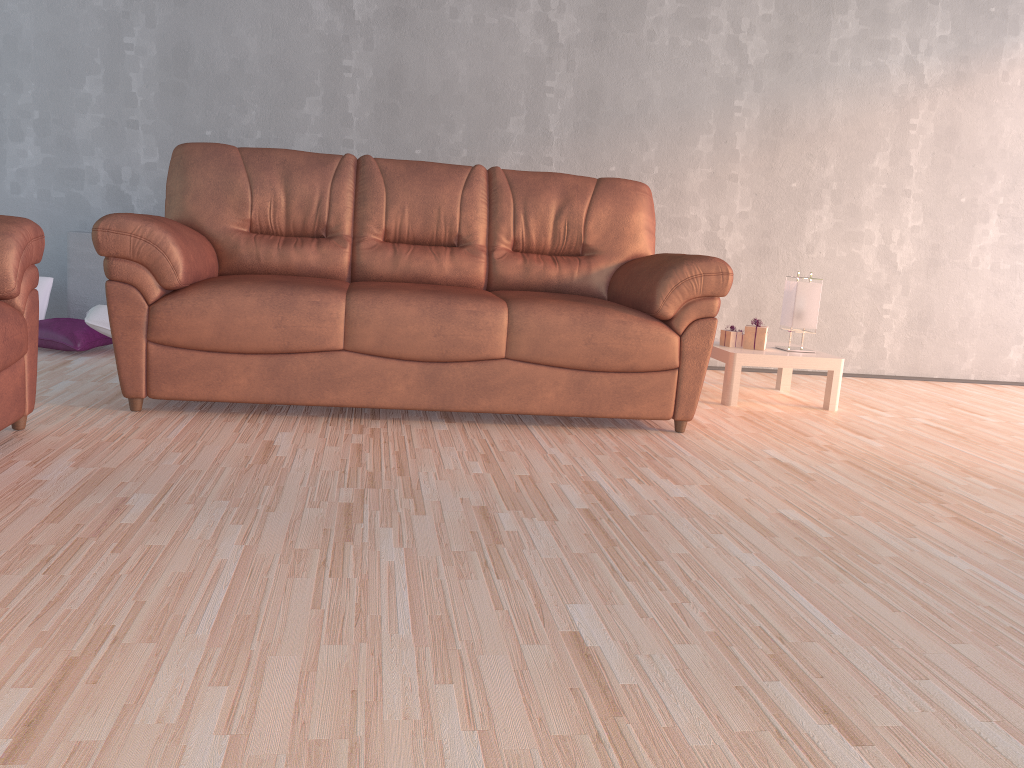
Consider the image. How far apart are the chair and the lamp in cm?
307

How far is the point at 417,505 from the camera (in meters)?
2.20

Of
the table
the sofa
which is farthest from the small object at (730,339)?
the sofa

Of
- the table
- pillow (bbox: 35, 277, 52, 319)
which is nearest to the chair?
pillow (bbox: 35, 277, 52, 319)

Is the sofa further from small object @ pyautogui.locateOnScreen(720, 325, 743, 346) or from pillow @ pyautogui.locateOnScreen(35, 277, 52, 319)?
pillow @ pyautogui.locateOnScreen(35, 277, 52, 319)

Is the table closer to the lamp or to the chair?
the lamp

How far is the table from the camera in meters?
3.9

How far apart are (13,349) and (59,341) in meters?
1.7

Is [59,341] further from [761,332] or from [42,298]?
[761,332]

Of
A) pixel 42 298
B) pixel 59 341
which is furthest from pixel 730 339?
pixel 42 298
